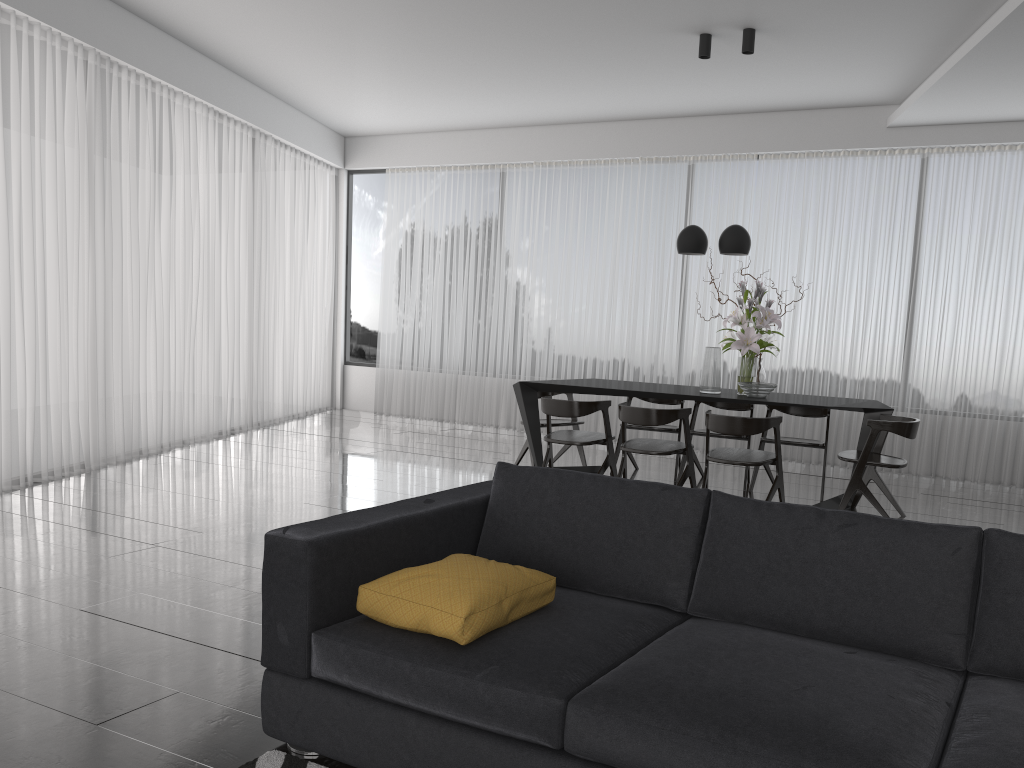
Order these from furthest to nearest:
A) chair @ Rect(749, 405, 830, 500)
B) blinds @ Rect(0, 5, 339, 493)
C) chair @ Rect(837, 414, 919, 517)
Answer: chair @ Rect(749, 405, 830, 500) → blinds @ Rect(0, 5, 339, 493) → chair @ Rect(837, 414, 919, 517)

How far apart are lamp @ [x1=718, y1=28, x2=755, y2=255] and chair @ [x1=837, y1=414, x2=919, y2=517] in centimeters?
139cm

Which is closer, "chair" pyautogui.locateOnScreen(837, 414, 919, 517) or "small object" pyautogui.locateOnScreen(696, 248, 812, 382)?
"chair" pyautogui.locateOnScreen(837, 414, 919, 517)

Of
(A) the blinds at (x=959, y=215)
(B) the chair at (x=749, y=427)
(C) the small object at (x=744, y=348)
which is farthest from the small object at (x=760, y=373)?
(A) the blinds at (x=959, y=215)

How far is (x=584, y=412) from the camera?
5.8m

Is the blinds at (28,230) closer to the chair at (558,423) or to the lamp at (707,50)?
the chair at (558,423)

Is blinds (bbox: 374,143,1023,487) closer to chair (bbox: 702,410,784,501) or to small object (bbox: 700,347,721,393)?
small object (bbox: 700,347,721,393)

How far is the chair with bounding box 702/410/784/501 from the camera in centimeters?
514cm

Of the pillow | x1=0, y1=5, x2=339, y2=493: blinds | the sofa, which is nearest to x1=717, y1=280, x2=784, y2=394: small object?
the sofa

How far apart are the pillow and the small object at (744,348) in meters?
3.7
